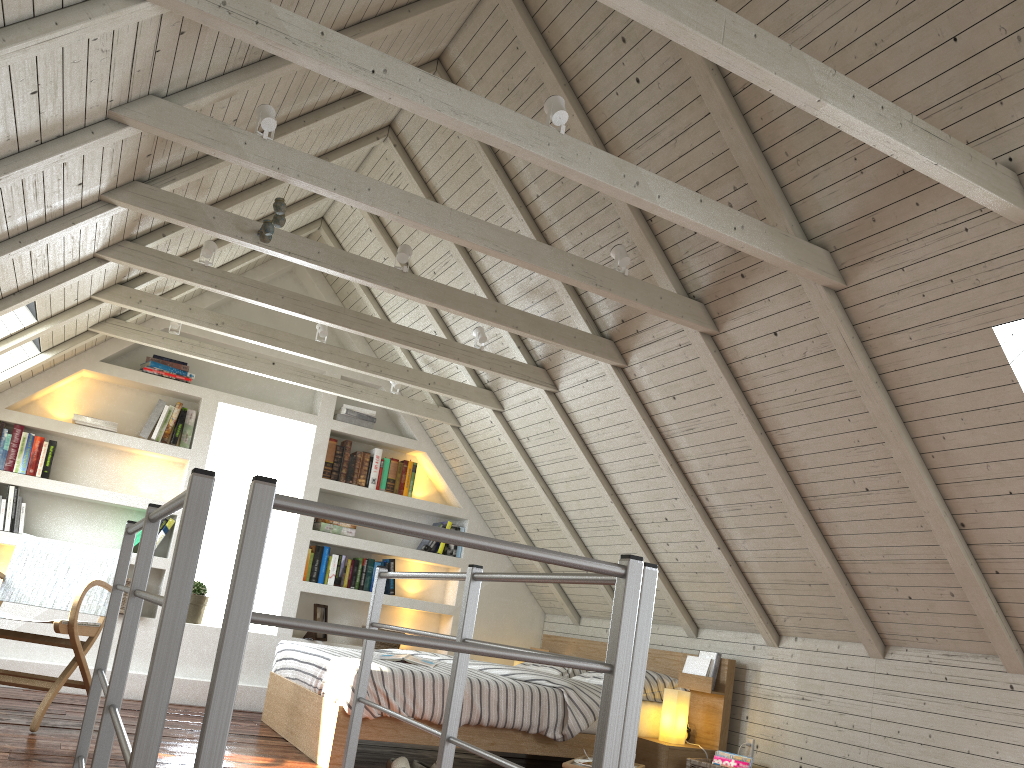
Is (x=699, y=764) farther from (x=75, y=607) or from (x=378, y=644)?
(x=75, y=607)

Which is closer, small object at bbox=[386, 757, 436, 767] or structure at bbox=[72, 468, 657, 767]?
structure at bbox=[72, 468, 657, 767]

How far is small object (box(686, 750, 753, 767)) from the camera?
3.8m

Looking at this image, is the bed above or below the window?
below

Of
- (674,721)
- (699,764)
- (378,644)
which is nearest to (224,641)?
(699,764)

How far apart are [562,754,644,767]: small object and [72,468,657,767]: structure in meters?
1.0

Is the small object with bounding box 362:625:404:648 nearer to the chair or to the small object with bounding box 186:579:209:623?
the small object with bounding box 186:579:209:623

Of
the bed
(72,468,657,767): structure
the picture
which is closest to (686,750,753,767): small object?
the bed

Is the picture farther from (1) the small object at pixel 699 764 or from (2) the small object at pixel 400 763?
(1) the small object at pixel 699 764

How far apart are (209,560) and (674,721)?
3.02m
